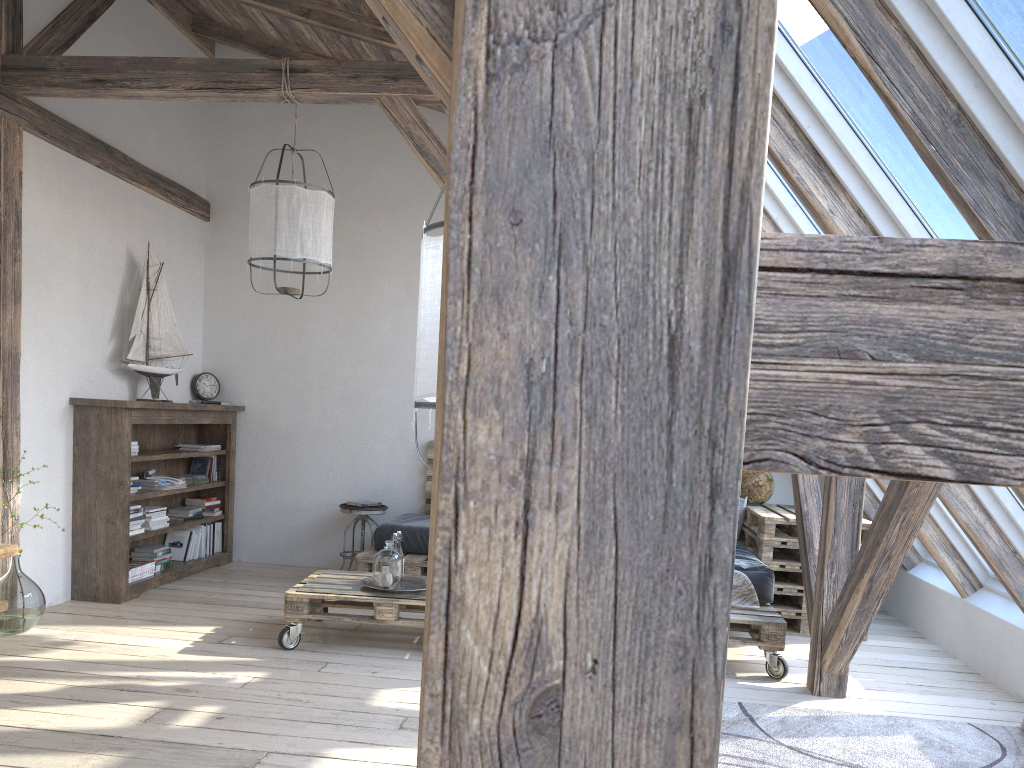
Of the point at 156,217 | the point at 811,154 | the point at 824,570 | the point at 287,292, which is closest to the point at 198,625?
the point at 287,292

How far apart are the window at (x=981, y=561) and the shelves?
4.7m

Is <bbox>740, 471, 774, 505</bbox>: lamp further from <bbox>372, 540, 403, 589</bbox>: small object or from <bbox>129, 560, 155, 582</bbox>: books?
<bbox>129, 560, 155, 582</bbox>: books

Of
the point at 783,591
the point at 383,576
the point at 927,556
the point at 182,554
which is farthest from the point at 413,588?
the point at 927,556

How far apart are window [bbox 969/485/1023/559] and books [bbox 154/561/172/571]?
4.6m

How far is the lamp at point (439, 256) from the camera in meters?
1.8

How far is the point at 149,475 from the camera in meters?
5.6 m

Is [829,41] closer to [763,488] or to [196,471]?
[763,488]

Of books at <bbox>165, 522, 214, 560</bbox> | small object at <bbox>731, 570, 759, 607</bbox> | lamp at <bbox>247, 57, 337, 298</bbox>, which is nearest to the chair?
books at <bbox>165, 522, 214, 560</bbox>

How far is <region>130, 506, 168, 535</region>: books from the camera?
5.36m
